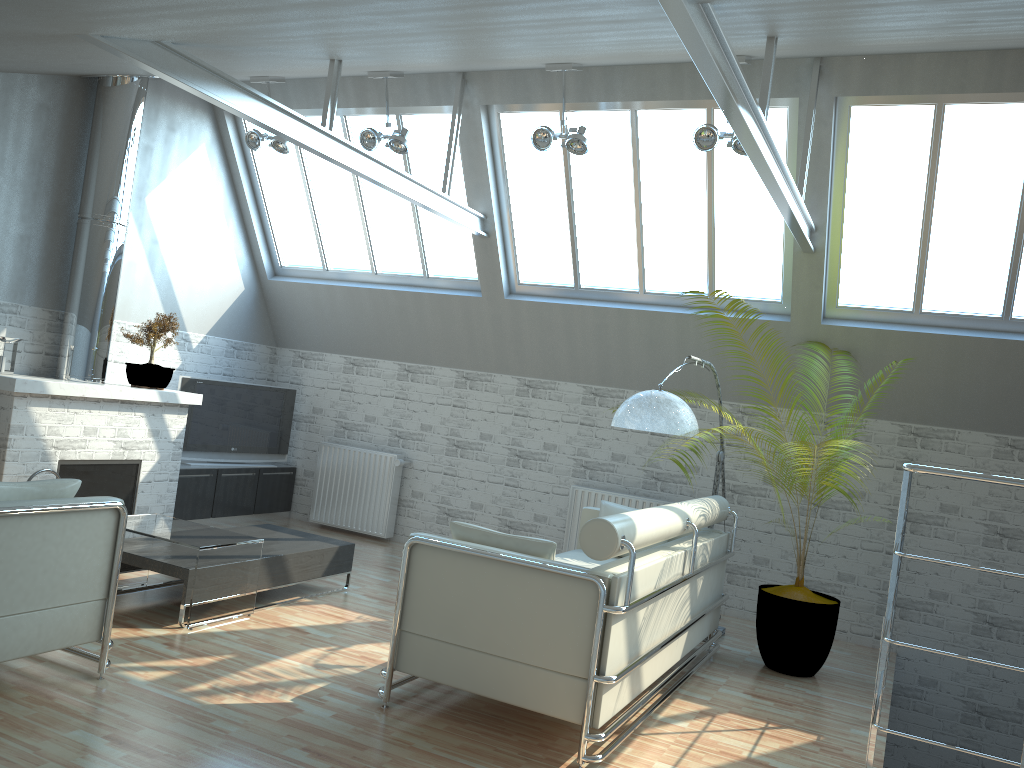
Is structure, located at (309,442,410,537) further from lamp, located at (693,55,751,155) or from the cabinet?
lamp, located at (693,55,751,155)

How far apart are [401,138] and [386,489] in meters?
6.4 m

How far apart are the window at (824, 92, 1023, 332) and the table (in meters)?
8.43

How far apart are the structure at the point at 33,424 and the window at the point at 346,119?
2.6m

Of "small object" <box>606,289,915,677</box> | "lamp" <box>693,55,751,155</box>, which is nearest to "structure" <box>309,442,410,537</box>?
"small object" <box>606,289,915,677</box>

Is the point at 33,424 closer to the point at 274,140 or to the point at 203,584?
the point at 203,584

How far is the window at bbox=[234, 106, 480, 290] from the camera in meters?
14.8

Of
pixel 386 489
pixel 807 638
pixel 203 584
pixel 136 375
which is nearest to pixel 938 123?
pixel 807 638

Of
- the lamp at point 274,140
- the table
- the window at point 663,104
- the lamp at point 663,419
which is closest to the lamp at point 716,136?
the window at point 663,104

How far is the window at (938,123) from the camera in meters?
11.1
